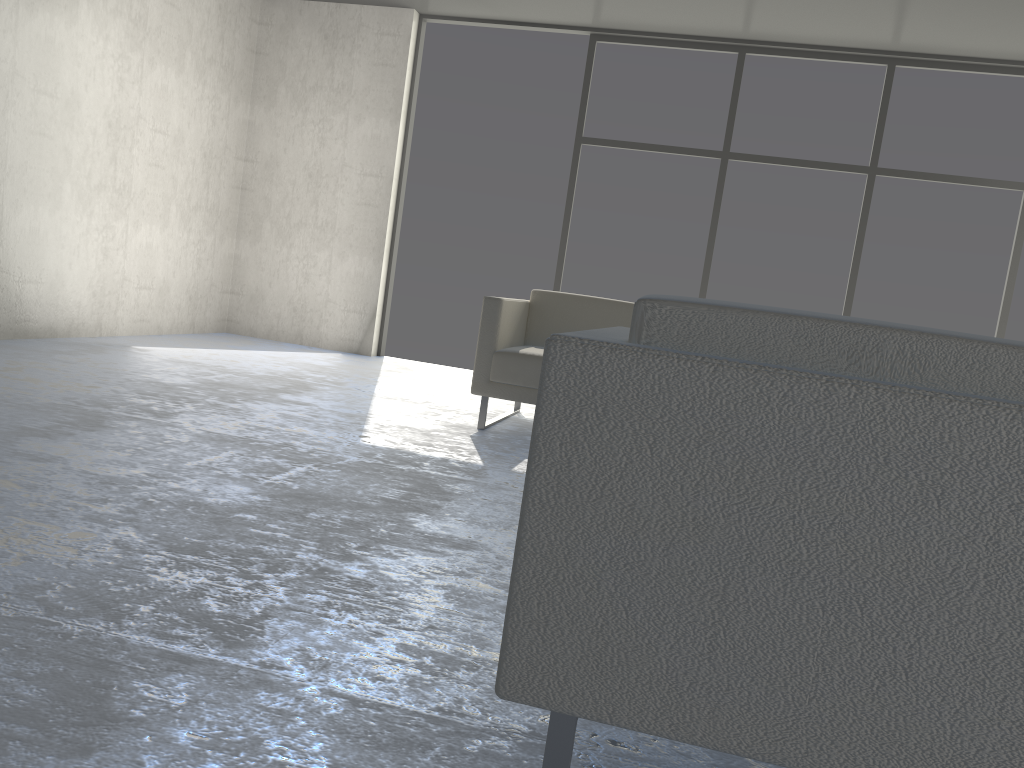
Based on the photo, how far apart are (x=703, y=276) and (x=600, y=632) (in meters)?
5.38

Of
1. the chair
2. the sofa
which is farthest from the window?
the chair

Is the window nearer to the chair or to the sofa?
the sofa

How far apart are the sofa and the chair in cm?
240

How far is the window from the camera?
5.72m

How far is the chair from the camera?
0.93m

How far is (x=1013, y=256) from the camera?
5.7 meters

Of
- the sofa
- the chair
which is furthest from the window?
the chair

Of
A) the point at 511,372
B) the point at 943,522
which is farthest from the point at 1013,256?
the point at 943,522

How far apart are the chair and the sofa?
2.40m
